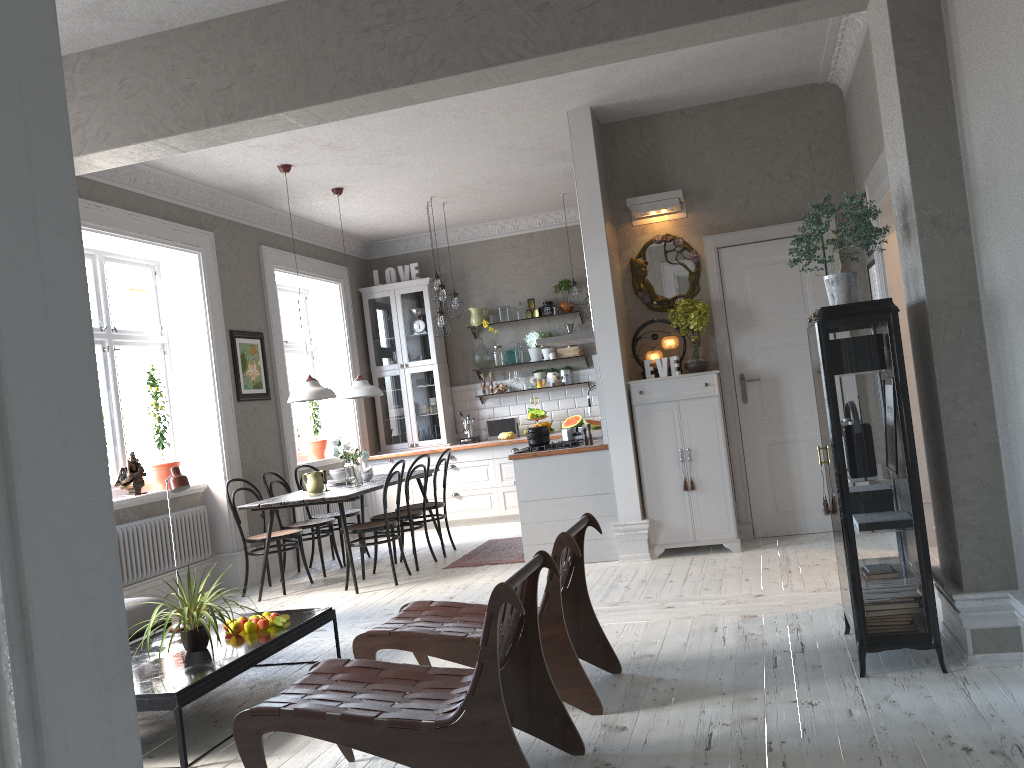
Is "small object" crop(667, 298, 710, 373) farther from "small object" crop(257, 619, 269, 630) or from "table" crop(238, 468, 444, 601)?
"small object" crop(257, 619, 269, 630)

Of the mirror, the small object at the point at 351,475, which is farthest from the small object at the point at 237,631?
the mirror

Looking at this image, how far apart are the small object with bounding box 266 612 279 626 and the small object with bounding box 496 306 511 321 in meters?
6.0 m

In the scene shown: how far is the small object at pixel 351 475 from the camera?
7.1m

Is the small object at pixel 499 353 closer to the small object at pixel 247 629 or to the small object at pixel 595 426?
the small object at pixel 595 426

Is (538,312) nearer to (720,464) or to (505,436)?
(505,436)

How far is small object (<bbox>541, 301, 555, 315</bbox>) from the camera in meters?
9.9 m

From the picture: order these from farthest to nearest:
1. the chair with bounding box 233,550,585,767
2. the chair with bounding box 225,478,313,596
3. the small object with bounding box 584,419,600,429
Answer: the small object with bounding box 584,419,600,429, the chair with bounding box 225,478,313,596, the chair with bounding box 233,550,585,767

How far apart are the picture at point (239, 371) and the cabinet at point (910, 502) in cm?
529

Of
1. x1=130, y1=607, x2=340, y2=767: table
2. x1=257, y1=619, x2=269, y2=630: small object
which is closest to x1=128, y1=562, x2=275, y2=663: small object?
x1=130, y1=607, x2=340, y2=767: table
